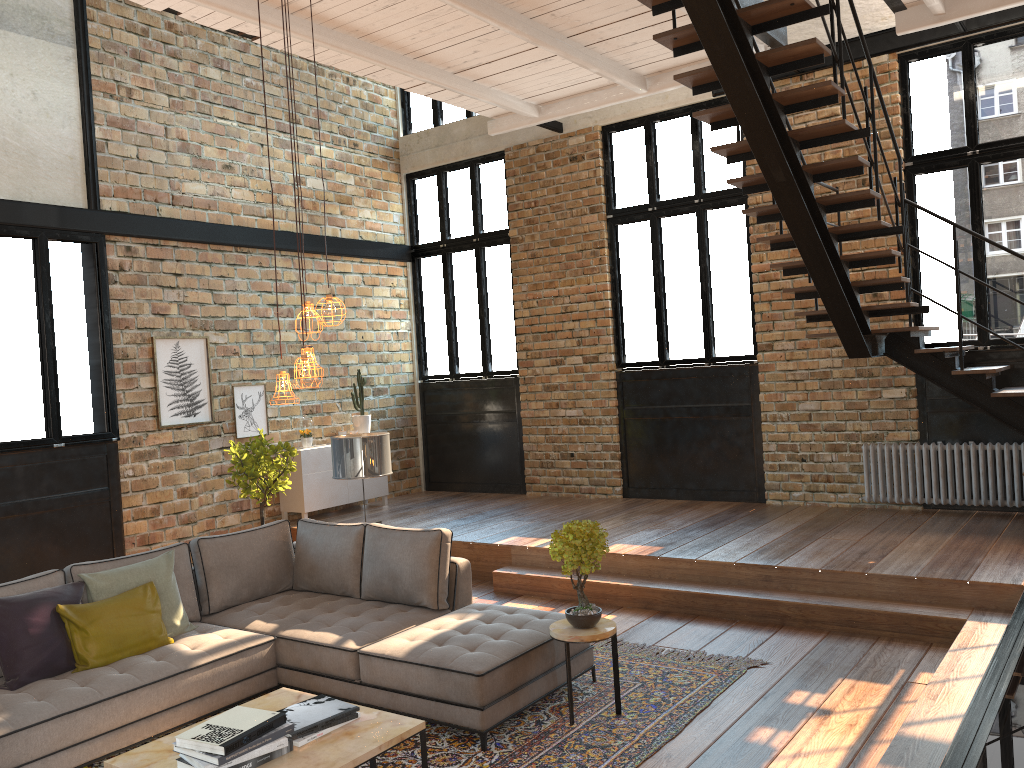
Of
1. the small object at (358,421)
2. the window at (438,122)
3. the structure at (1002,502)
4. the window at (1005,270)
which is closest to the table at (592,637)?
the structure at (1002,502)

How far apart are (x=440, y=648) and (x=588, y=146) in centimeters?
671cm

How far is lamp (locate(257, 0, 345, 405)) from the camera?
4.1 meters

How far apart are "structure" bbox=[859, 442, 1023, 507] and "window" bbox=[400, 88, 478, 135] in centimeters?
605cm

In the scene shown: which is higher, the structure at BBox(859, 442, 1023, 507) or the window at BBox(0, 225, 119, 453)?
the window at BBox(0, 225, 119, 453)

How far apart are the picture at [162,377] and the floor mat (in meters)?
4.57

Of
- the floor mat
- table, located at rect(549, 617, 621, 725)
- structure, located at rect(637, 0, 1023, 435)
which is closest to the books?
the floor mat

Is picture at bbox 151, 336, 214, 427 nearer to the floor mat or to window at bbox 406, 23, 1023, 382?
window at bbox 406, 23, 1023, 382

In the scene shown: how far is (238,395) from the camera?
9.3 meters

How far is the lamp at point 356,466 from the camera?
6.3m
